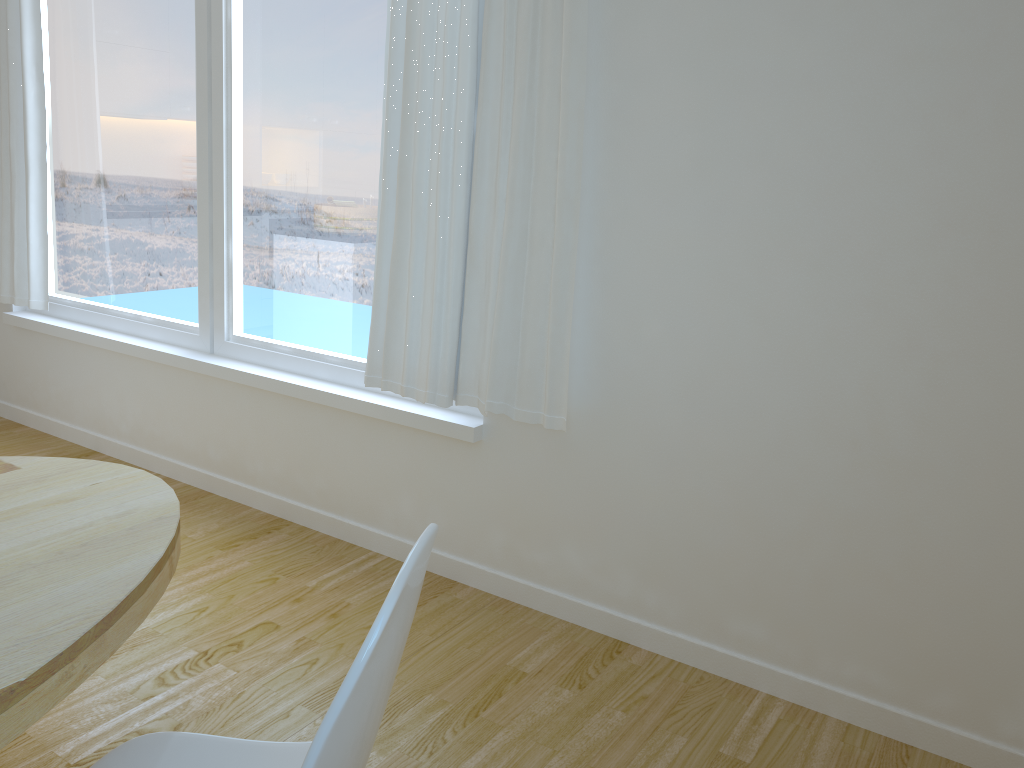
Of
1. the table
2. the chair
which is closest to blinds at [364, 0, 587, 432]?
the table

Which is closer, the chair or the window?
the chair

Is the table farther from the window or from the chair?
the window

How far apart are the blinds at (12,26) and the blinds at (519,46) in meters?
2.0

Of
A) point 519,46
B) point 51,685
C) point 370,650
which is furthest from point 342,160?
point 370,650

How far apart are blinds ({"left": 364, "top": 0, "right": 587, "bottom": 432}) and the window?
0.14m

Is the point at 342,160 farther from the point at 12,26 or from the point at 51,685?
the point at 51,685

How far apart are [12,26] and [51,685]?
3.6m

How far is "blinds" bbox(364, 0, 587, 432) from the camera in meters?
2.4

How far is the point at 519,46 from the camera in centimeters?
240cm
